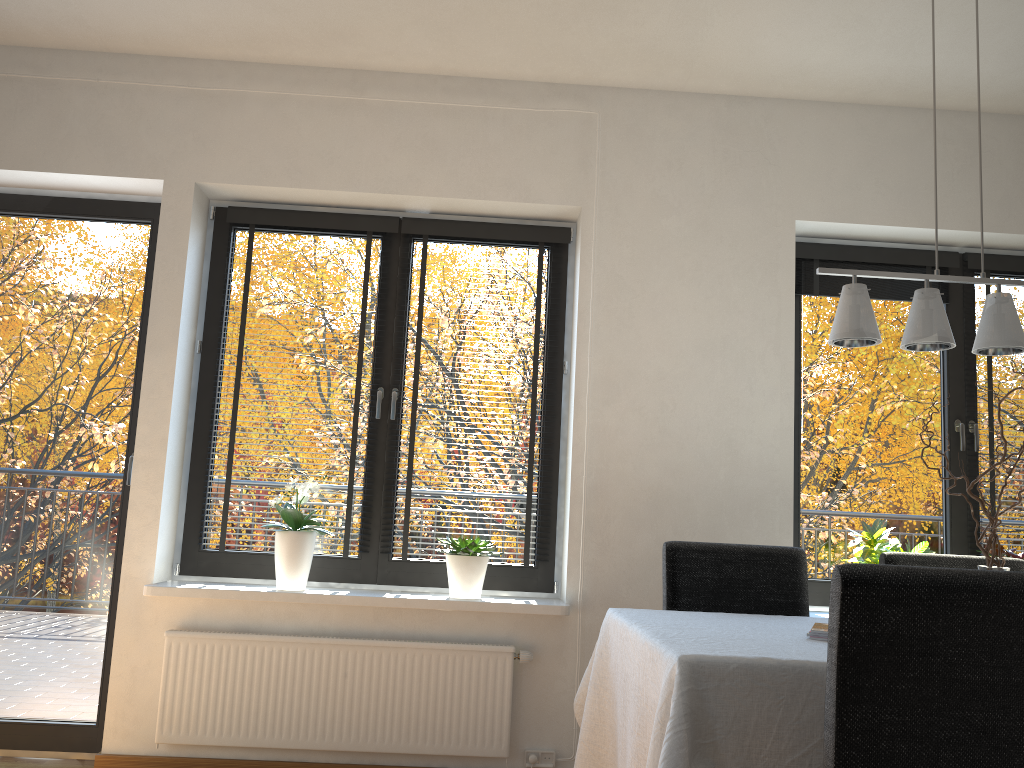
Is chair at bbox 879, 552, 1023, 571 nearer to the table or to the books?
the table

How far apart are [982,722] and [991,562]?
0.9m

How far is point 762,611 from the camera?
2.79m

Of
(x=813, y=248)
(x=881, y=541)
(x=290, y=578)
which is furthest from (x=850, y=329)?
(x=290, y=578)

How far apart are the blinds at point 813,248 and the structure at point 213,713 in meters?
1.9 m

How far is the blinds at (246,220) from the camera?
3.7 meters

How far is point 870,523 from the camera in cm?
368

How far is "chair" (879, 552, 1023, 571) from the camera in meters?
2.9 m

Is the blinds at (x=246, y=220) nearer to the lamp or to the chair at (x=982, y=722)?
the lamp

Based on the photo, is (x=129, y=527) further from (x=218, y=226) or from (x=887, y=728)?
(x=887, y=728)
